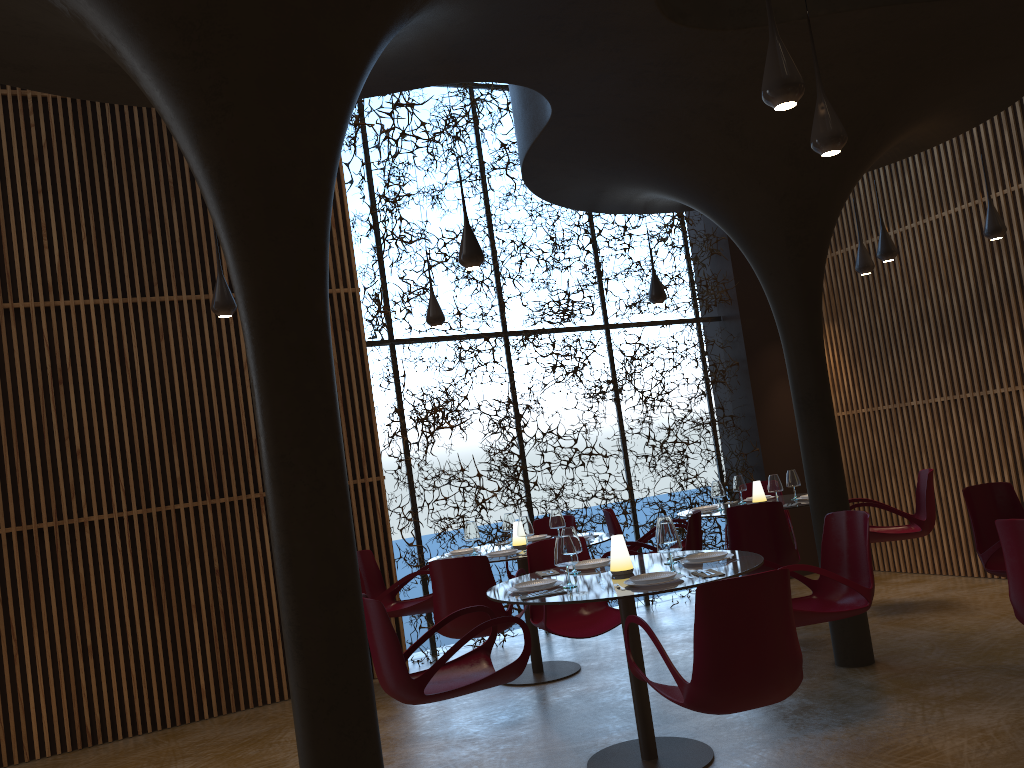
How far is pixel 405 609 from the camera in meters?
7.8 m

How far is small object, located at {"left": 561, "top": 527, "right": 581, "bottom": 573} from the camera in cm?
565

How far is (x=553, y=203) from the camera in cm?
813

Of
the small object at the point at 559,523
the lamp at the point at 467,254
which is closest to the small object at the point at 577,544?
the lamp at the point at 467,254

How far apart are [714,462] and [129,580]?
6.82m

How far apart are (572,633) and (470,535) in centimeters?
189cm

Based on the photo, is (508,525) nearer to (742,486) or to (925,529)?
(742,486)

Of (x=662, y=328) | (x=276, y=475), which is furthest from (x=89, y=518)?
(x=662, y=328)

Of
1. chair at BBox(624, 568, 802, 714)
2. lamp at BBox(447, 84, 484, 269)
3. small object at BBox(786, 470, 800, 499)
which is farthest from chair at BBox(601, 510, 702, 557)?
chair at BBox(624, 568, 802, 714)

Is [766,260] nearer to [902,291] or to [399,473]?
[902,291]
